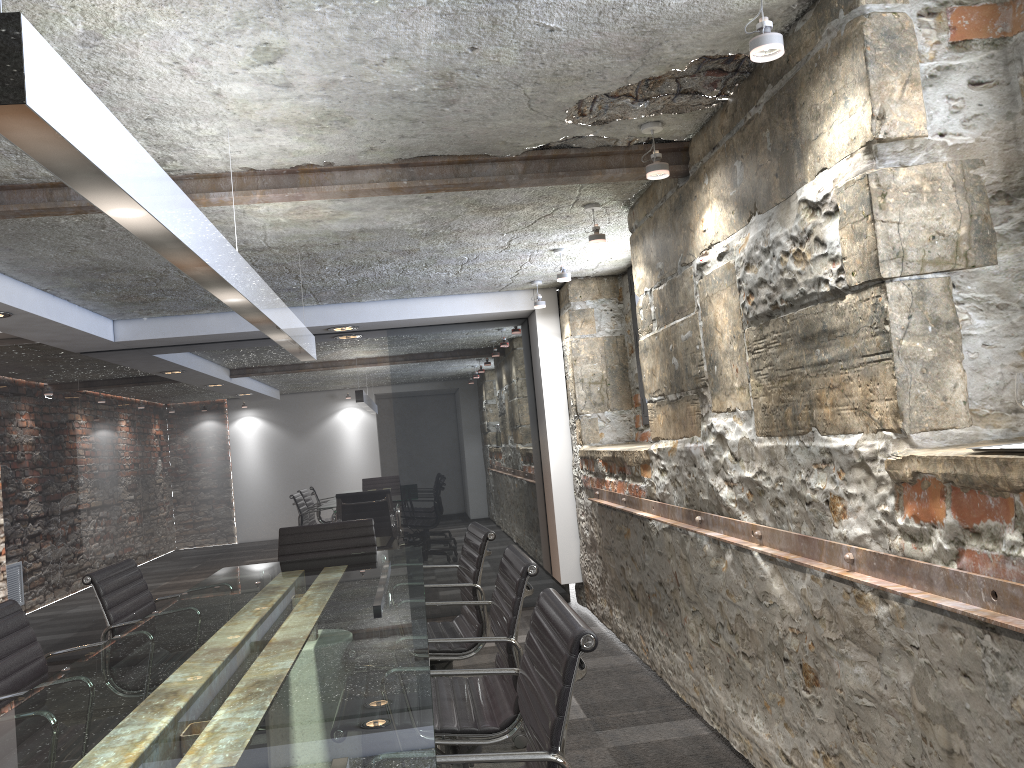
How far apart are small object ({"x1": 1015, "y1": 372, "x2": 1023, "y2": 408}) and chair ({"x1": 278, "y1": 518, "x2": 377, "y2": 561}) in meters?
3.3

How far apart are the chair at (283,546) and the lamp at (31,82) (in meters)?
0.94

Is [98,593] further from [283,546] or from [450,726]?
[450,726]

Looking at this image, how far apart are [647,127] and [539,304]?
2.78m

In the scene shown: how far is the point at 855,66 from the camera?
2.0 meters

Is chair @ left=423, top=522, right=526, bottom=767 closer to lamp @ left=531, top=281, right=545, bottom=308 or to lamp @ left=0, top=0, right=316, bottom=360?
lamp @ left=0, top=0, right=316, bottom=360

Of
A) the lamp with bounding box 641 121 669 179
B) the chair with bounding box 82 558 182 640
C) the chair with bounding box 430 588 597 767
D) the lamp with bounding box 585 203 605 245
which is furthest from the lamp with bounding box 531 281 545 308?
the chair with bounding box 430 588 597 767

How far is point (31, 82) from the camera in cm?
108

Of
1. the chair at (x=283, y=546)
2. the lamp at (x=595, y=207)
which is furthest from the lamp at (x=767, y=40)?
the chair at (x=283, y=546)

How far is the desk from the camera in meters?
1.5
